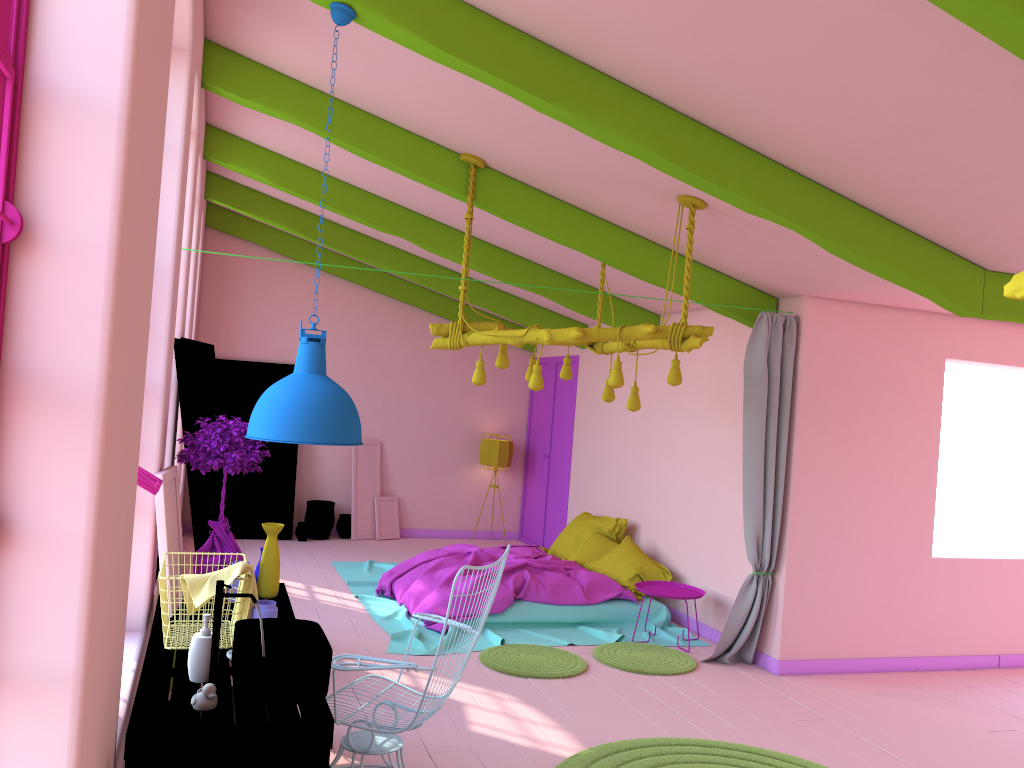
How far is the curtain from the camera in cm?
683

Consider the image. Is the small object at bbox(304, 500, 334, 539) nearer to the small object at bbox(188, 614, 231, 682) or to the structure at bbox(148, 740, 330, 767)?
the small object at bbox(188, 614, 231, 682)

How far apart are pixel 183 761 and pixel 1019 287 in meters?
2.6

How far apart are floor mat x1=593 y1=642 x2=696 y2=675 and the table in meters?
2.9

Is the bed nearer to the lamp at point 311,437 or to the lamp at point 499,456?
the lamp at point 499,456

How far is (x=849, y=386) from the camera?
7.0m

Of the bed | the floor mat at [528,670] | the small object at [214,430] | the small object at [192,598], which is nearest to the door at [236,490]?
the bed

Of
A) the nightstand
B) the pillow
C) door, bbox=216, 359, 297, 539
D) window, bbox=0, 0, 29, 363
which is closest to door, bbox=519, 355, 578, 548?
the pillow

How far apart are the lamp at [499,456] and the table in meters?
7.0 m

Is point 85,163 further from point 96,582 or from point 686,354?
point 686,354
